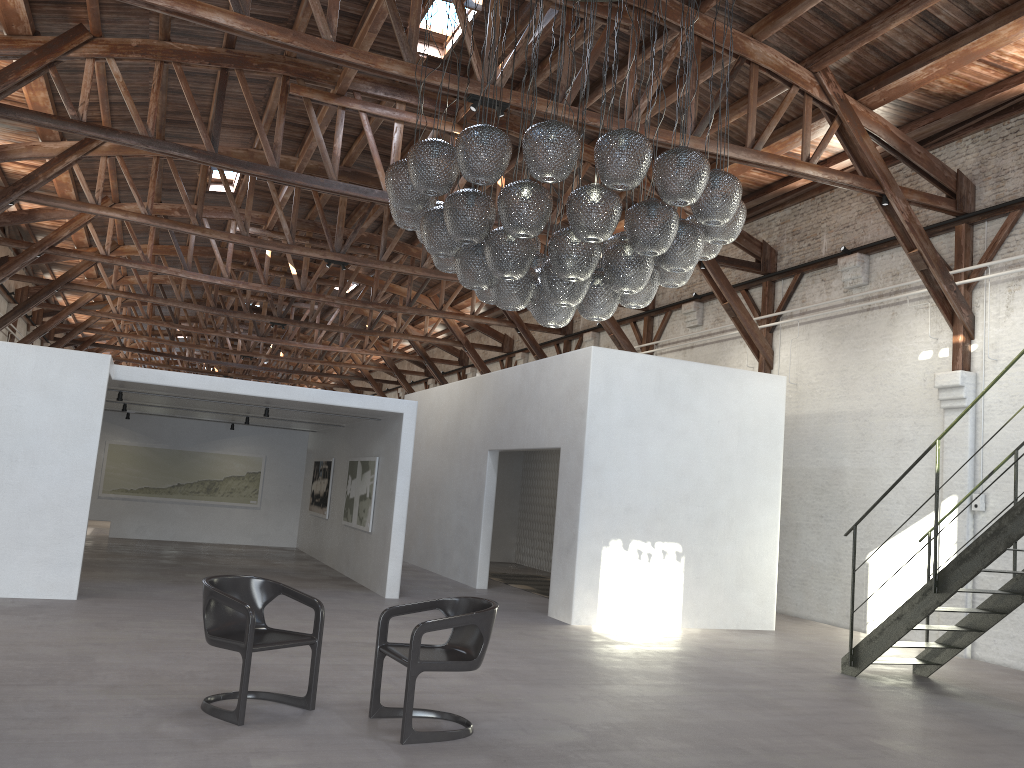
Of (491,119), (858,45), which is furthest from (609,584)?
(858,45)

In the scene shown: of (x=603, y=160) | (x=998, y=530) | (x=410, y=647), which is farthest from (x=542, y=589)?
(x=603, y=160)

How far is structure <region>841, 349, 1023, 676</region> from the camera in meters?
7.1 m

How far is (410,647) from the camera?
5.0m

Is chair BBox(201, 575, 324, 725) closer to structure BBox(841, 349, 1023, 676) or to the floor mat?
structure BBox(841, 349, 1023, 676)

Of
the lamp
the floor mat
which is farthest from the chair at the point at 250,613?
the floor mat

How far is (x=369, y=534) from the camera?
12.2m

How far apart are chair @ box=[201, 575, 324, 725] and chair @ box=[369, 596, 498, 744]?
0.38m

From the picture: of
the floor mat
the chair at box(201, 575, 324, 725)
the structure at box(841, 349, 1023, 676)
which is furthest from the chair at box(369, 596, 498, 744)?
the floor mat

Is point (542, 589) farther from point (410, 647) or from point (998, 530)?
point (410, 647)
